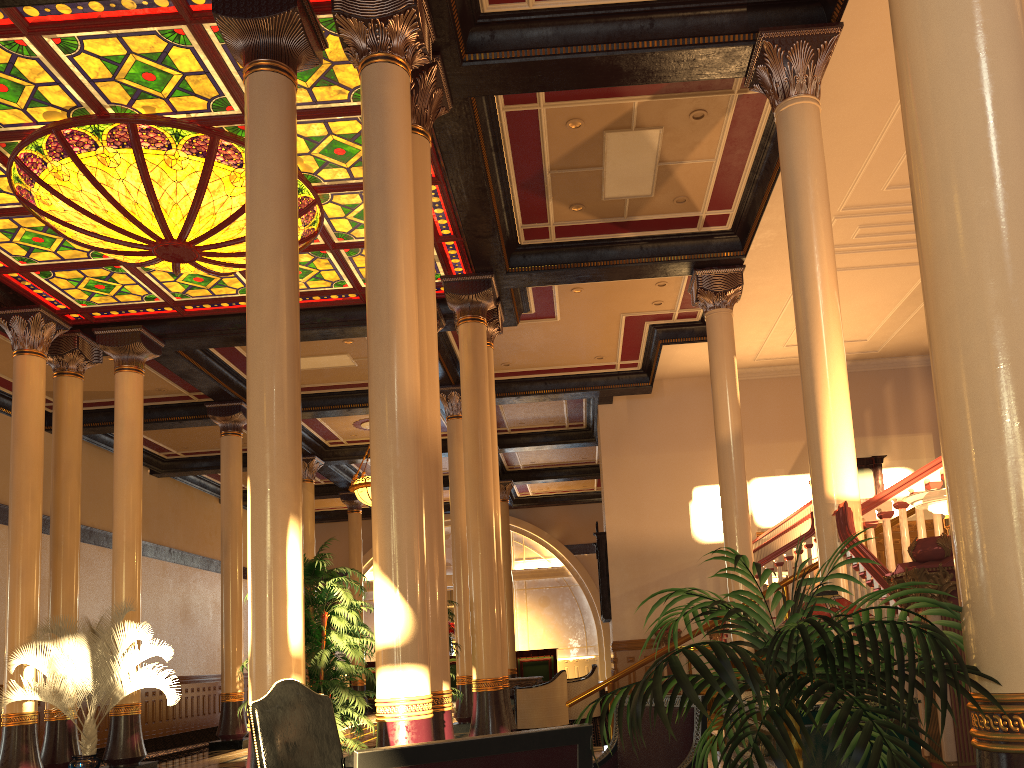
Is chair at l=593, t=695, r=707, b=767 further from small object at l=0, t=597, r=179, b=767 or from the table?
the table

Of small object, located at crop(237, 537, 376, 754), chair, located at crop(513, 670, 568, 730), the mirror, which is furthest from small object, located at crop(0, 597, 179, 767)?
the mirror

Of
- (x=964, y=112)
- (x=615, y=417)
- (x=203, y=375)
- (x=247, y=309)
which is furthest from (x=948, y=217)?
(x=615, y=417)

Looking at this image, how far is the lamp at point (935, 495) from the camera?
5.5m

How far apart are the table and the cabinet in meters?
11.2 m

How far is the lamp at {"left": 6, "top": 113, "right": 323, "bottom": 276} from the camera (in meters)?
8.49

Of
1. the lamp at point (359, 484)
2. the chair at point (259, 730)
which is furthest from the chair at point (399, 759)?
the lamp at point (359, 484)

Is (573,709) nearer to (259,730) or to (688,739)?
(259,730)

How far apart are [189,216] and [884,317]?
10.9m

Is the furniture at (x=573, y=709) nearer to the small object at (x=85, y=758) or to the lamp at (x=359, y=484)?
the lamp at (x=359, y=484)
